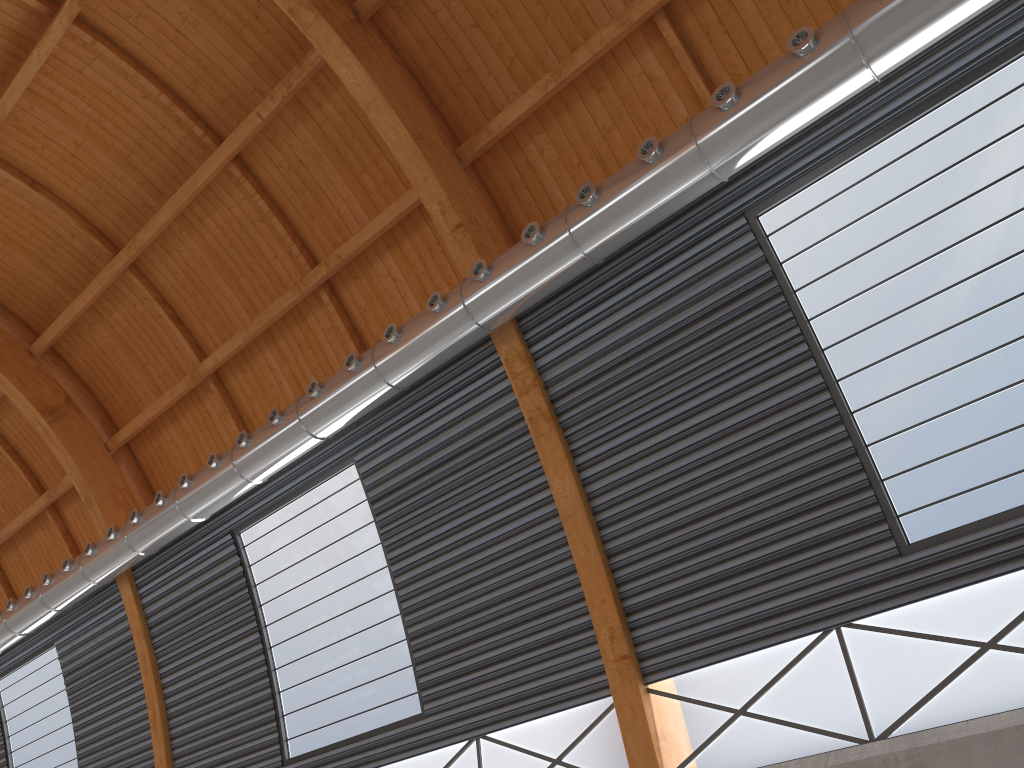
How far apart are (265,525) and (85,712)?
11.8 meters

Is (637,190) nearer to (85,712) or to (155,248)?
(155,248)
